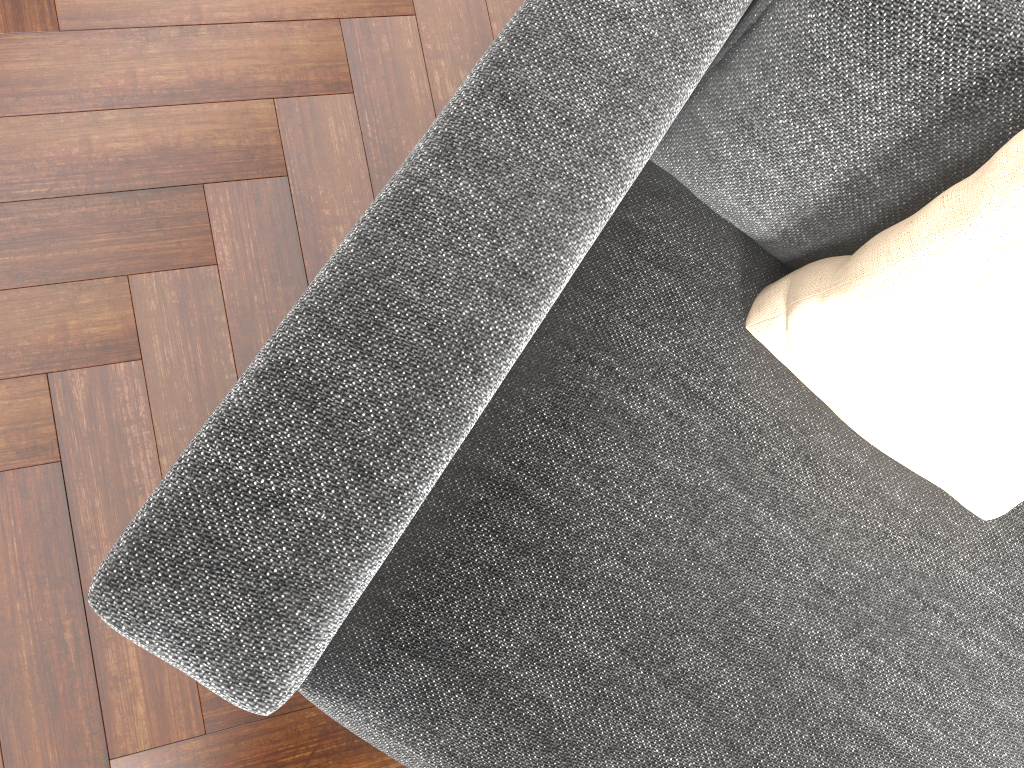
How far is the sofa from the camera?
0.8m

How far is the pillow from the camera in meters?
0.9 m

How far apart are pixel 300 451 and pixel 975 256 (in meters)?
0.71

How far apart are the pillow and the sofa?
0.0 meters

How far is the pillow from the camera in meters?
0.9

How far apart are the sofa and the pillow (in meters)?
0.02

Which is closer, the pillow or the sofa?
the sofa

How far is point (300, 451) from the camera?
0.78m

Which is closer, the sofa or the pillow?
the sofa
